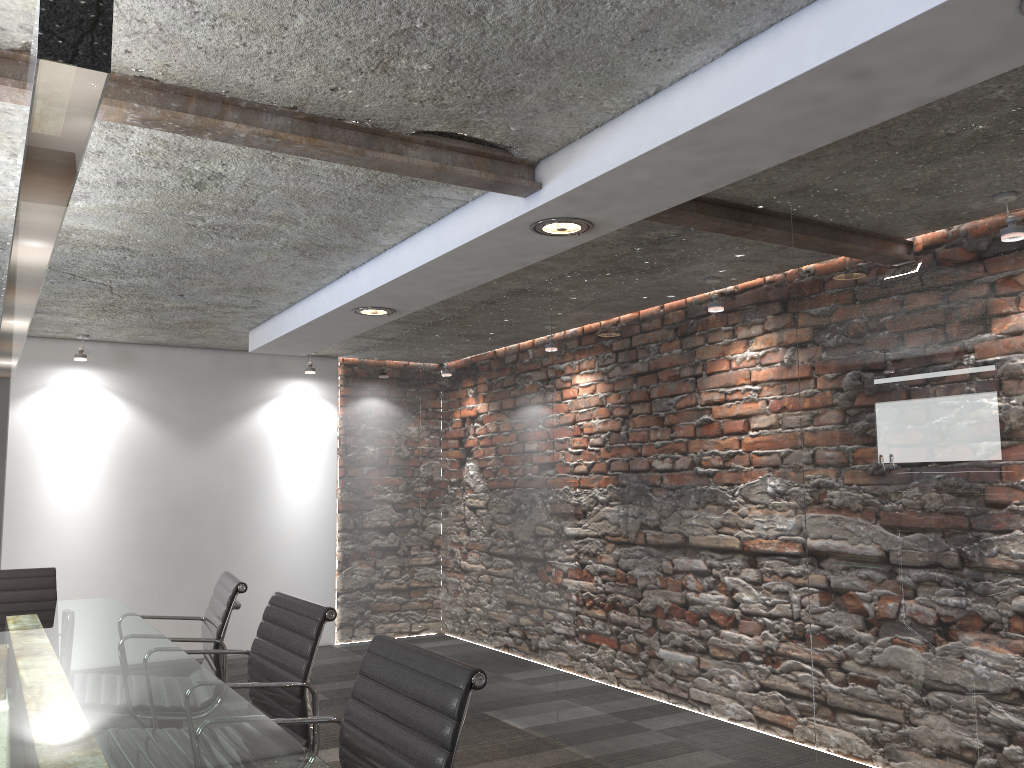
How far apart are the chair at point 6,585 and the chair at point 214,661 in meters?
0.8

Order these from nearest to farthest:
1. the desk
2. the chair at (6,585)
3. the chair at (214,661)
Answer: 1. the desk
2. the chair at (214,661)
3. the chair at (6,585)

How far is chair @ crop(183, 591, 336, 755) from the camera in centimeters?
237cm

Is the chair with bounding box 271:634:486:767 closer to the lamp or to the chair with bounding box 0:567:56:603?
the lamp

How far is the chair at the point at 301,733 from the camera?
2.4m

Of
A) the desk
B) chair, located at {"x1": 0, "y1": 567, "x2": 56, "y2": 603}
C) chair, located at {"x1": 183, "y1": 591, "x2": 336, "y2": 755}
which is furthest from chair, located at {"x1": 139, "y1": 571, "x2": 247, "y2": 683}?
chair, located at {"x1": 0, "y1": 567, "x2": 56, "y2": 603}

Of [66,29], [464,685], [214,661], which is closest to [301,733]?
[214,661]

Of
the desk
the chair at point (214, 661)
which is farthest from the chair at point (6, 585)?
the chair at point (214, 661)

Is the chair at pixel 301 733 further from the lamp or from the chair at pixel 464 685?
the lamp

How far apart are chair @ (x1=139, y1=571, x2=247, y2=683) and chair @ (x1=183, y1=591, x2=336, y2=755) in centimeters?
30cm
